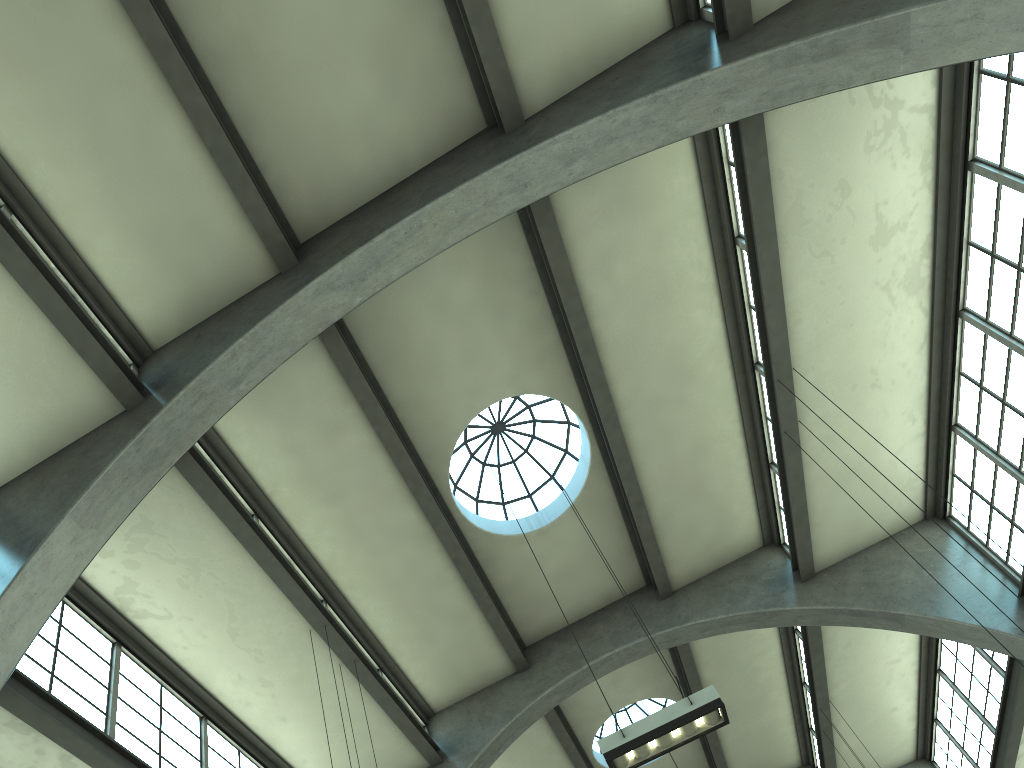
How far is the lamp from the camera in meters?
8.6

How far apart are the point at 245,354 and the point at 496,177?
4.1m

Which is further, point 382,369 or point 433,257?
point 382,369

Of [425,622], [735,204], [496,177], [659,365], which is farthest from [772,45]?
[425,622]

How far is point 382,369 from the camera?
13.03m

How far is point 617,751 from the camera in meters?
8.6 m

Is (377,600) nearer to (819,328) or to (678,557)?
(678,557)

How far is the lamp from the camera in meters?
8.6
